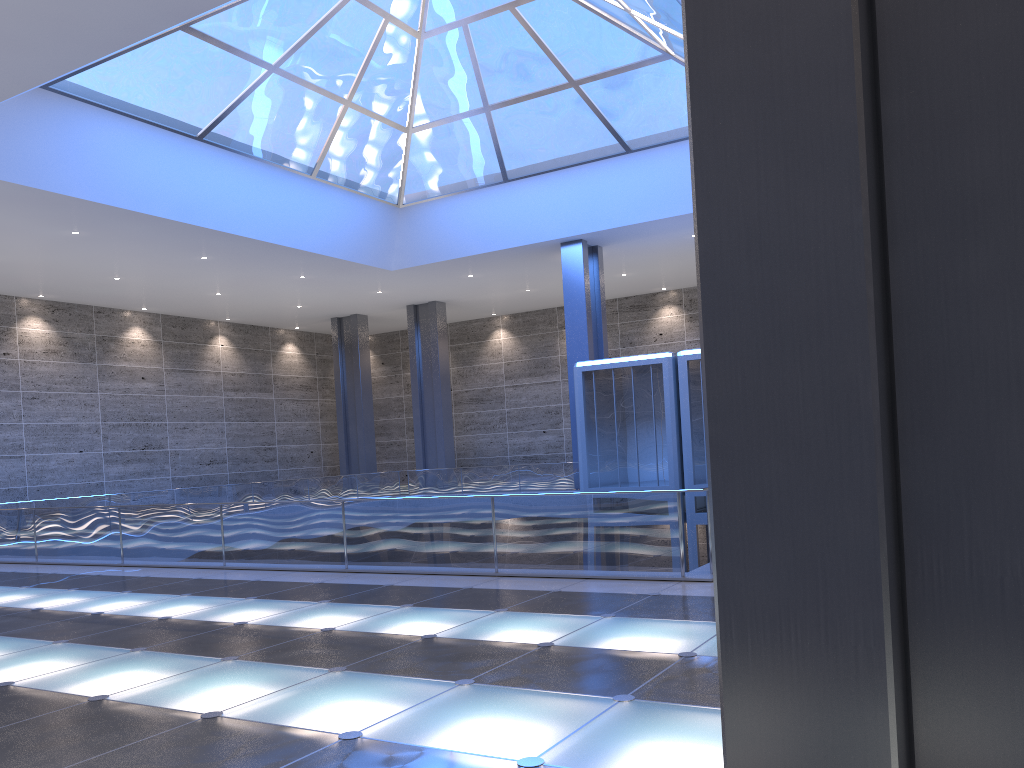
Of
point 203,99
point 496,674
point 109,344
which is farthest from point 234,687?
point 109,344
